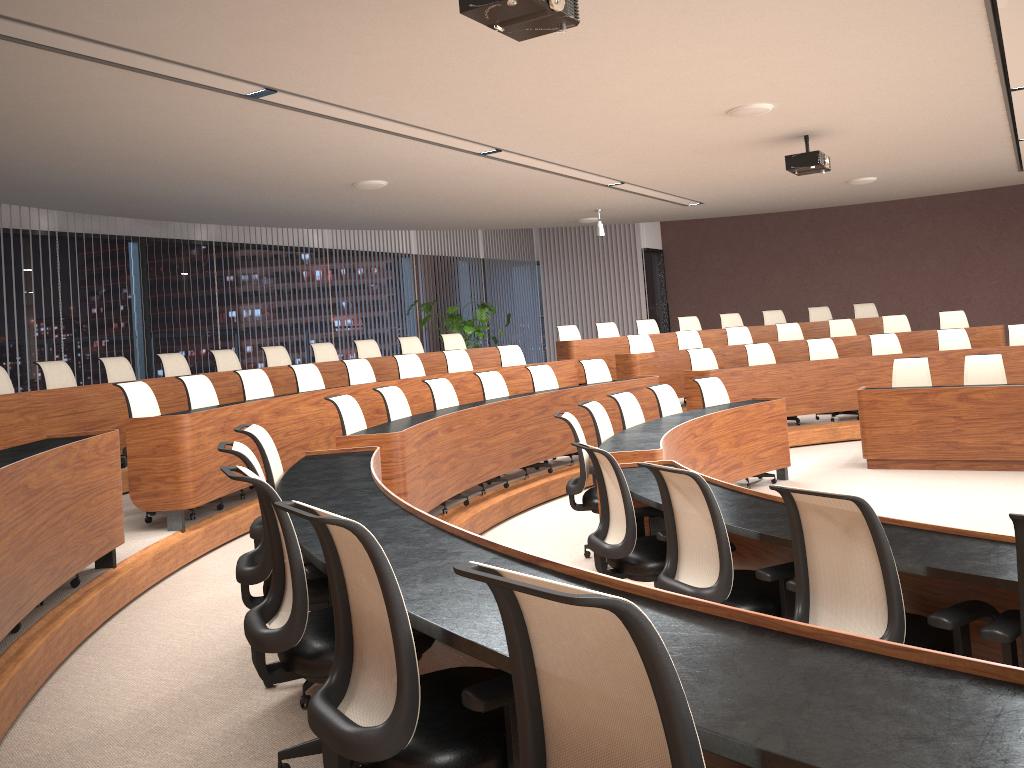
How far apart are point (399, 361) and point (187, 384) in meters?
2.9

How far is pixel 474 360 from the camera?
11.31m

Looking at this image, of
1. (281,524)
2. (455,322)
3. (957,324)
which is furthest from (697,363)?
(281,524)

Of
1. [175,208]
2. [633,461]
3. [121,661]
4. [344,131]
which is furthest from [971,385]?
[175,208]

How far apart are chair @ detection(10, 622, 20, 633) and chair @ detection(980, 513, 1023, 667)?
3.69m

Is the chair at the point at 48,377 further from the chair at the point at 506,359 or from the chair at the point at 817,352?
the chair at the point at 817,352

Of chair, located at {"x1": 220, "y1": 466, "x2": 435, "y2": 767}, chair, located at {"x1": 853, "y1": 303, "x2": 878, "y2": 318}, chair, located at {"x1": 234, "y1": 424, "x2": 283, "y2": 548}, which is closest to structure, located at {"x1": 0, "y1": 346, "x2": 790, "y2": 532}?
chair, located at {"x1": 234, "y1": 424, "x2": 283, "y2": 548}

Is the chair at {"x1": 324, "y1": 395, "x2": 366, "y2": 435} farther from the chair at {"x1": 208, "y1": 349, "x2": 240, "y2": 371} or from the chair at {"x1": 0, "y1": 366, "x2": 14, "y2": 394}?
the chair at {"x1": 208, "y1": 349, "x2": 240, "y2": 371}

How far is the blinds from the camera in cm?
1662

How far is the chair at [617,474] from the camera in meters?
4.0
